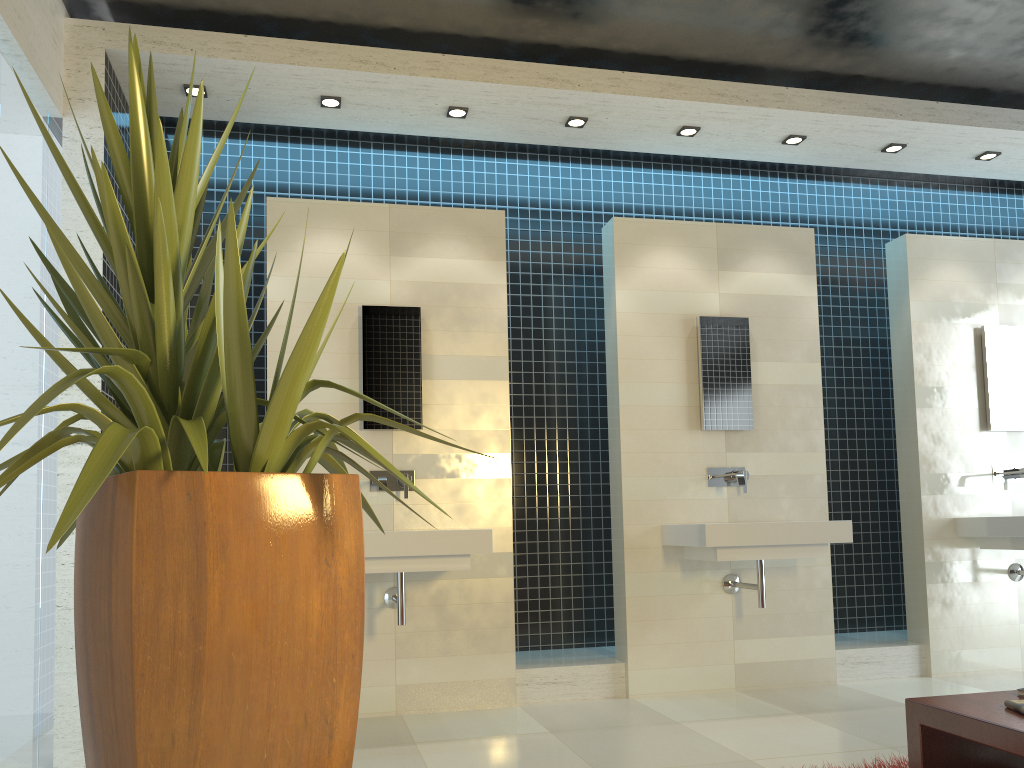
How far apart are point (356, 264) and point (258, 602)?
3.3 meters

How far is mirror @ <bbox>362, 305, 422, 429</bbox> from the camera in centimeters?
474cm

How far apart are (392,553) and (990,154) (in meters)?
4.31

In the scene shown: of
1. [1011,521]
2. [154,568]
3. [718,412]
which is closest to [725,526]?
[718,412]

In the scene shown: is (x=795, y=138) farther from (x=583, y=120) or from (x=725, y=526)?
(x=725, y=526)

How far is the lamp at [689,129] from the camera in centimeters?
498cm

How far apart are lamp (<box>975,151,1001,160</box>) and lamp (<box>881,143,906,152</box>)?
0.6m

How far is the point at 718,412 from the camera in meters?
5.2

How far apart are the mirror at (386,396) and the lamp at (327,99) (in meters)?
1.06

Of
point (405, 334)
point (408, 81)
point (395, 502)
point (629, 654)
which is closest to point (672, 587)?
point (629, 654)
